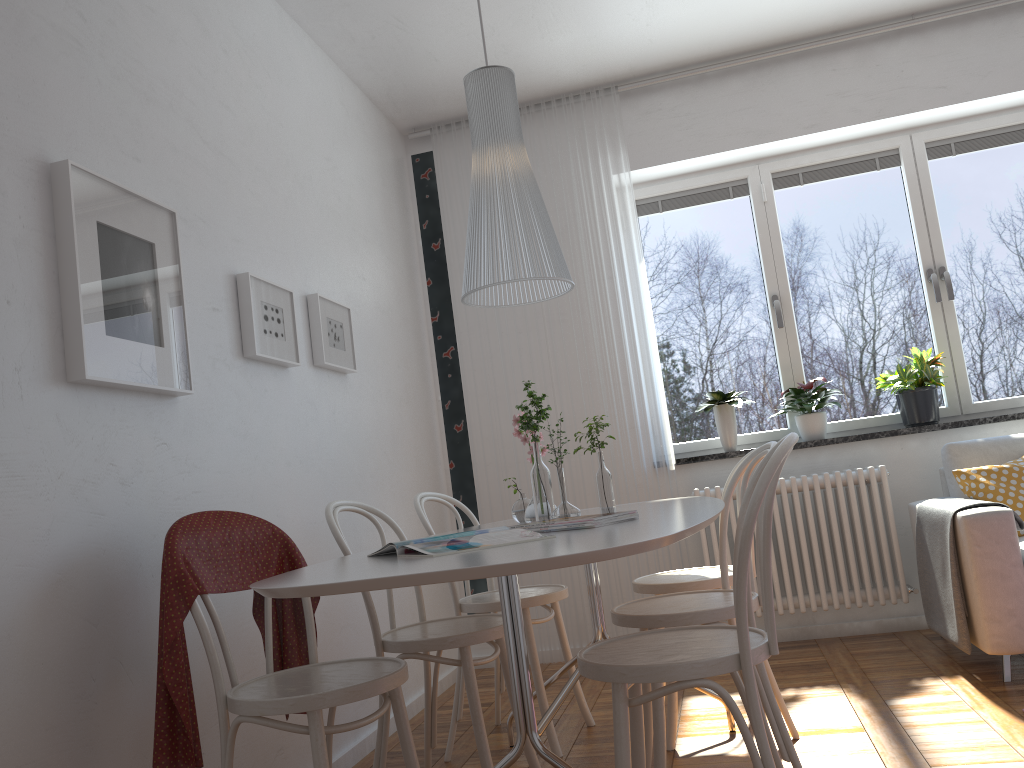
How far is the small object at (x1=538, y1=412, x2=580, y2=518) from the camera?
2.4 meters

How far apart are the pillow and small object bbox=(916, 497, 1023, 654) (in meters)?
0.09

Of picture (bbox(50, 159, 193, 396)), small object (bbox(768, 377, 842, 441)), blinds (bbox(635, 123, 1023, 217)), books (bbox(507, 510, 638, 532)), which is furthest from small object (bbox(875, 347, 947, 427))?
picture (bbox(50, 159, 193, 396))

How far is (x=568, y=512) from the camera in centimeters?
243cm

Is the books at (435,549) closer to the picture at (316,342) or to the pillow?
the picture at (316,342)

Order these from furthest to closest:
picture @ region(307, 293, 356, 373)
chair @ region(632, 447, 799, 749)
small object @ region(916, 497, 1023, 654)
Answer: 1. picture @ region(307, 293, 356, 373)
2. small object @ region(916, 497, 1023, 654)
3. chair @ region(632, 447, 799, 749)

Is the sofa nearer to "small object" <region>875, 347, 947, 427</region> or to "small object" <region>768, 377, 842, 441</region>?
"small object" <region>875, 347, 947, 427</region>

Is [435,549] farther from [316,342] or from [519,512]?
[316,342]

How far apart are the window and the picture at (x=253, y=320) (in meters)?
2.28

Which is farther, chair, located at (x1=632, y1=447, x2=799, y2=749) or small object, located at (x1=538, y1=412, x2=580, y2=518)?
chair, located at (x1=632, y1=447, x2=799, y2=749)
